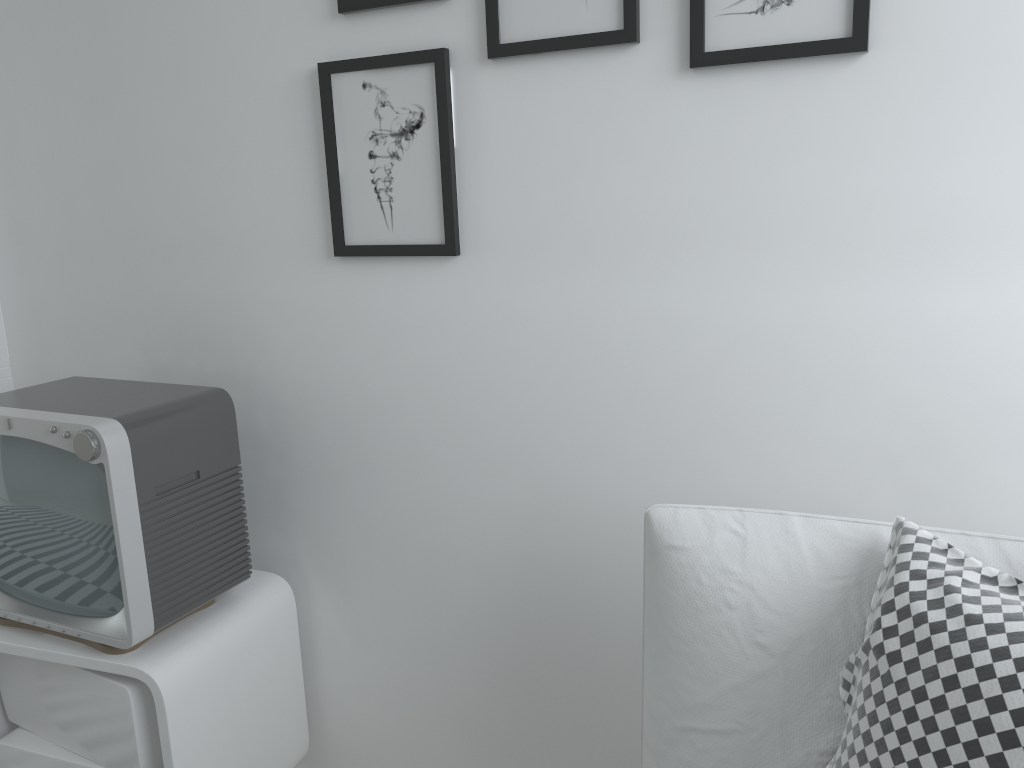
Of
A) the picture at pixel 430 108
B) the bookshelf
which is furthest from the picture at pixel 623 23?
the bookshelf

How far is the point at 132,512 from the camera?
1.3 meters

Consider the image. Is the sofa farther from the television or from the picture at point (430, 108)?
the television

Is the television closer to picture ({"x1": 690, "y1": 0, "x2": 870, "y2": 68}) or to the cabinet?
the cabinet

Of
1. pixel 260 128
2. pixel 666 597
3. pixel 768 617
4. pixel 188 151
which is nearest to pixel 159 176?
pixel 188 151

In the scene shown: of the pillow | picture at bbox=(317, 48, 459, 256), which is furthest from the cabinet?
the pillow

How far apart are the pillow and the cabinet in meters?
0.9

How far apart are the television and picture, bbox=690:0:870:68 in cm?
89

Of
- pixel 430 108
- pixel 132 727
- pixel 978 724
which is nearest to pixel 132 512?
pixel 132 727

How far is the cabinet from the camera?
1.4m
